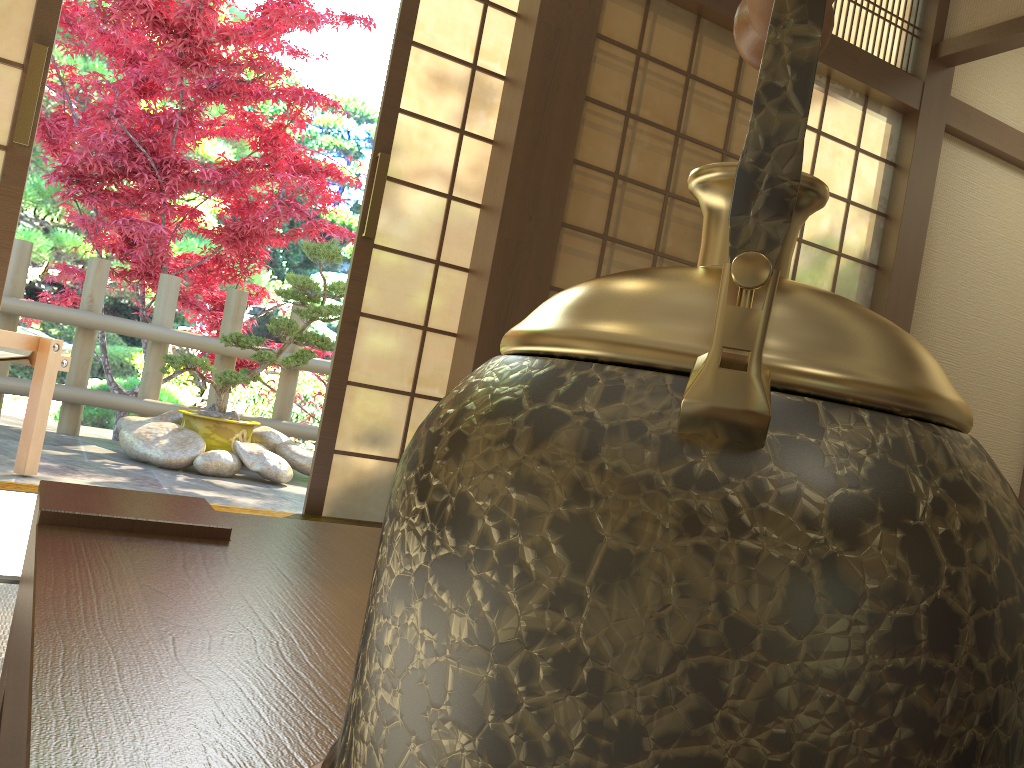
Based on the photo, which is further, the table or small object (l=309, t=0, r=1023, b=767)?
the table

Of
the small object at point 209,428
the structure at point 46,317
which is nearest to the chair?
the small object at point 209,428

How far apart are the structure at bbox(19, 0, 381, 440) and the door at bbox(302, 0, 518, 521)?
1.9 meters

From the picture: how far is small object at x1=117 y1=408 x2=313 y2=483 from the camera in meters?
4.3 m

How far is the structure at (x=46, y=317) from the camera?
4.9m

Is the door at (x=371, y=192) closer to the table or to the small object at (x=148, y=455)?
the small object at (x=148, y=455)

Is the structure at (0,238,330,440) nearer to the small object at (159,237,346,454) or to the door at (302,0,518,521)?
the small object at (159,237,346,454)

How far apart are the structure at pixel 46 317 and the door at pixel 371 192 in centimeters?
247cm

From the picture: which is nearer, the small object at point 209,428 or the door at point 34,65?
the door at point 34,65

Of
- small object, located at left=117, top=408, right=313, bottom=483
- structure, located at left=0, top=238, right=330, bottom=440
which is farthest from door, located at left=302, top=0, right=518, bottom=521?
structure, located at left=0, top=238, right=330, bottom=440
